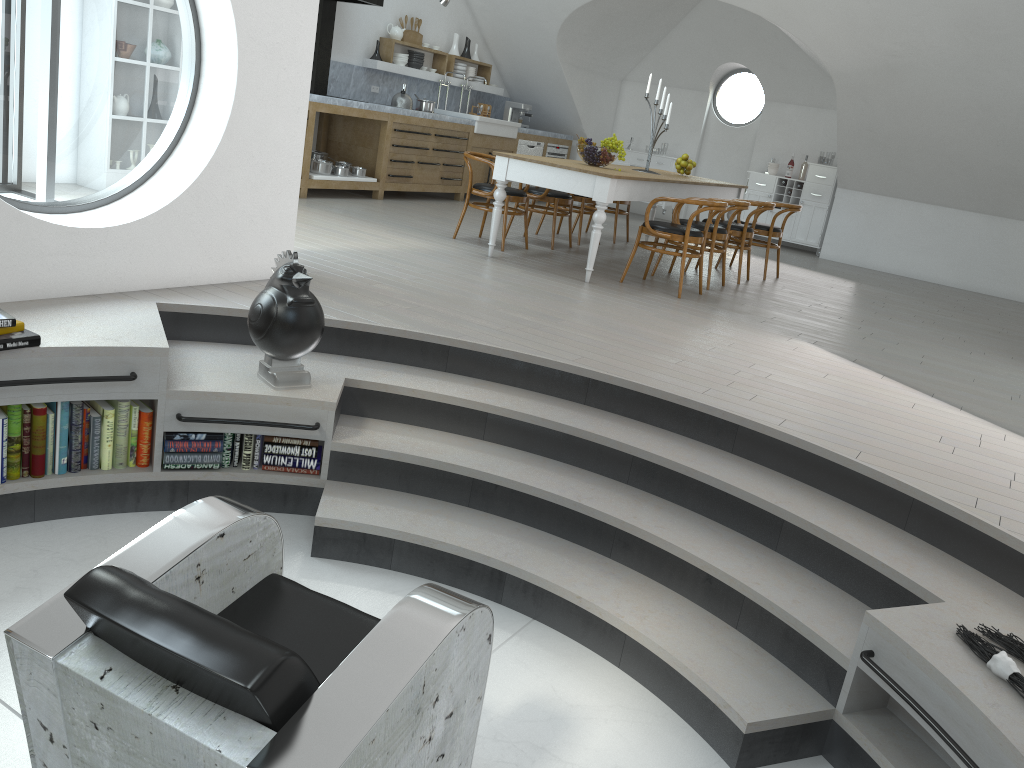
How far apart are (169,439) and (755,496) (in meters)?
2.32

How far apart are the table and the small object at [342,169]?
2.7m

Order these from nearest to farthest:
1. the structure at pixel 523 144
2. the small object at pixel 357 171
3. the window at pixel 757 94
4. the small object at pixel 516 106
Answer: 1. the small object at pixel 357 171
2. the structure at pixel 523 144
3. the small object at pixel 516 106
4. the window at pixel 757 94

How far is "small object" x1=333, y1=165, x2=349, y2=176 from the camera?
8.80m

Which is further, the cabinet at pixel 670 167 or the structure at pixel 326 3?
the cabinet at pixel 670 167

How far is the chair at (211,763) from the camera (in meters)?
1.71

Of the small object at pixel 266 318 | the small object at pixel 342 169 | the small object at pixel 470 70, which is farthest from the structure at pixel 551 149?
the small object at pixel 266 318

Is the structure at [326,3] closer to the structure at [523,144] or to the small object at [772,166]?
the structure at [523,144]

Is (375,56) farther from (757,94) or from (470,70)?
(757,94)

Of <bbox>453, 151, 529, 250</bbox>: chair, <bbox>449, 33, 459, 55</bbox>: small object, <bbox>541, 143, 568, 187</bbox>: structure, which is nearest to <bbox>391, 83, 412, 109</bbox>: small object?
<bbox>449, 33, 459, 55</bbox>: small object
